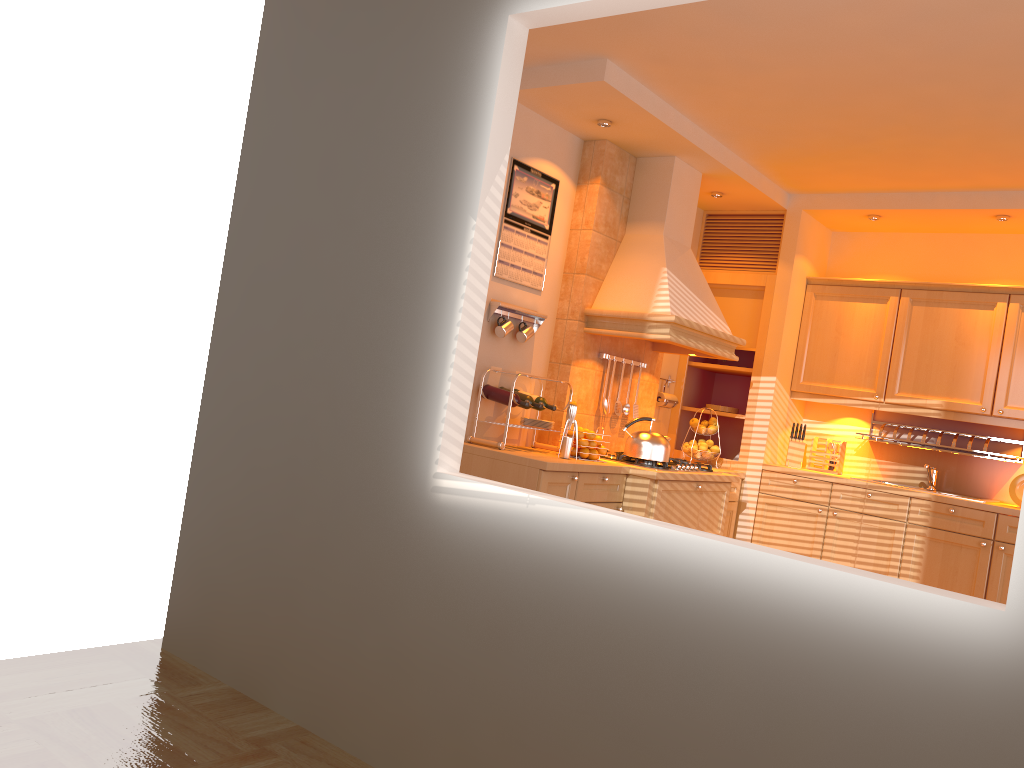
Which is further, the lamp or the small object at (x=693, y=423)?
the small object at (x=693, y=423)

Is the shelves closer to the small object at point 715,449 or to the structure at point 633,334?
the small object at point 715,449

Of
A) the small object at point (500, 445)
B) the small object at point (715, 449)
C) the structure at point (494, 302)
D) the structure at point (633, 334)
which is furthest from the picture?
the small object at point (715, 449)

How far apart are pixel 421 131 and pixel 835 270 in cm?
417

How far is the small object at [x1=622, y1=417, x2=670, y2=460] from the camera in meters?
4.6

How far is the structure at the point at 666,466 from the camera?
4.7m

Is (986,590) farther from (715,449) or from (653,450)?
(653,450)

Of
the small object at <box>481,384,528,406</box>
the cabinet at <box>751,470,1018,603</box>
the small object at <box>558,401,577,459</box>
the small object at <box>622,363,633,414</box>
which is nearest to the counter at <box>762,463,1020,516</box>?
the cabinet at <box>751,470,1018,603</box>

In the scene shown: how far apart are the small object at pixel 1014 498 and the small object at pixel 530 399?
2.84m

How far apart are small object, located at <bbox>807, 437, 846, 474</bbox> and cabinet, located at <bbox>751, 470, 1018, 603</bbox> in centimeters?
39cm
